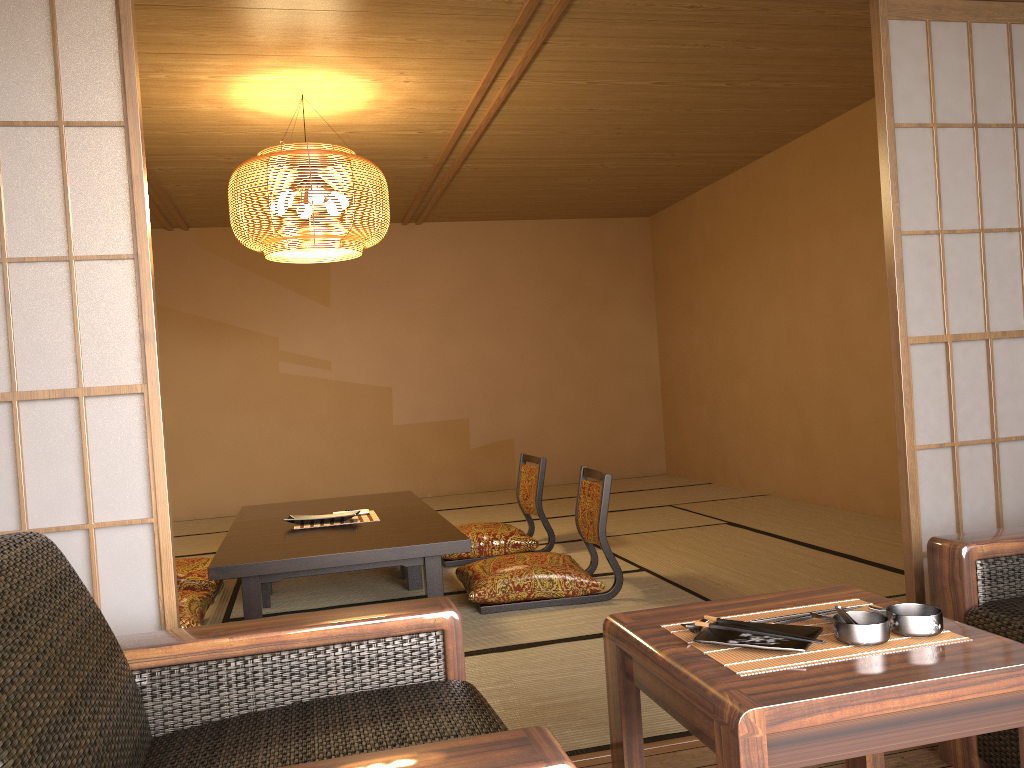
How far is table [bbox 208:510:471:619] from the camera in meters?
3.3

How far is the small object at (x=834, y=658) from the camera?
1.3 meters

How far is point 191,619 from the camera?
3.50m

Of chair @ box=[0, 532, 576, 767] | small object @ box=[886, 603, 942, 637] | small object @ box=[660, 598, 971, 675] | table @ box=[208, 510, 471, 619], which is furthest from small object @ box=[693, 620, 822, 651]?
table @ box=[208, 510, 471, 619]

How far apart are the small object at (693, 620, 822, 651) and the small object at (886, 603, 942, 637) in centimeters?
12cm

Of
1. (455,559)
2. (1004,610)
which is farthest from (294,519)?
(1004,610)

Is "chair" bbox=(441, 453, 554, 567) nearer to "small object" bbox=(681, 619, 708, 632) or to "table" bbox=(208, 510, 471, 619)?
"table" bbox=(208, 510, 471, 619)

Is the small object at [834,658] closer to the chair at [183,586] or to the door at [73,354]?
the door at [73,354]

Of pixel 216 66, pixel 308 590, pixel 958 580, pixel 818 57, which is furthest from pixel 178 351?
pixel 958 580

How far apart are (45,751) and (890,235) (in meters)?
2.26
